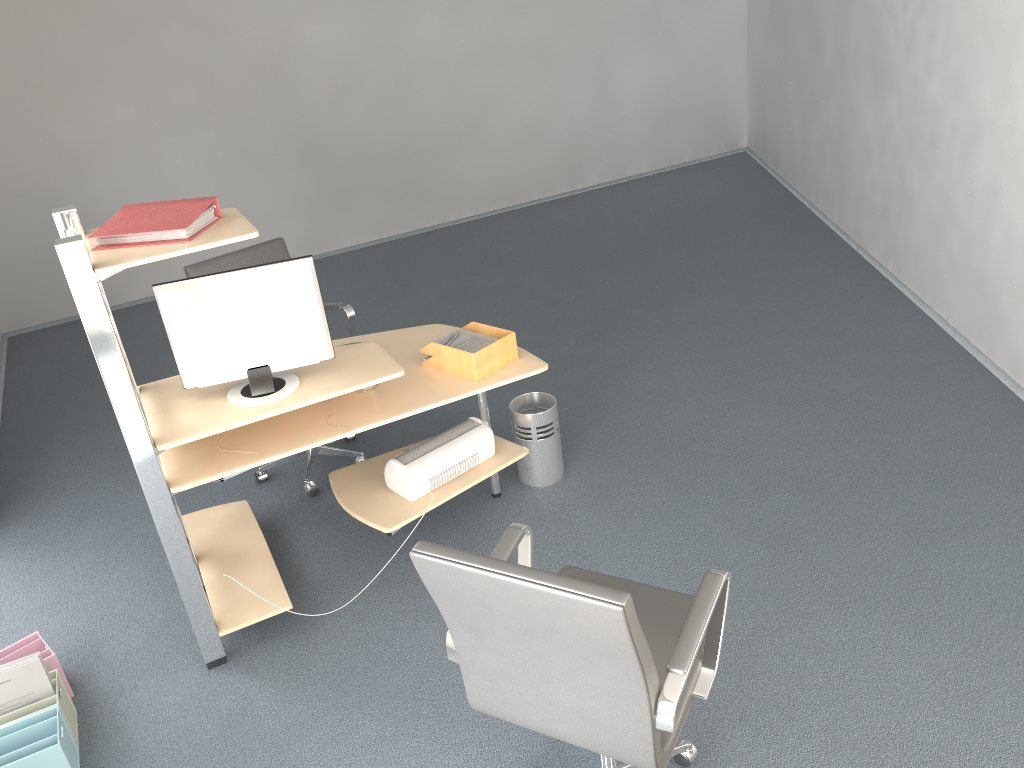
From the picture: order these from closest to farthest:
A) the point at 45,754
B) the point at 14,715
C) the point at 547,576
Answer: the point at 547,576 → the point at 45,754 → the point at 14,715

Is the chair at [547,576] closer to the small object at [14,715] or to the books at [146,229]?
the books at [146,229]

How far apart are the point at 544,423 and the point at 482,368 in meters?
0.6

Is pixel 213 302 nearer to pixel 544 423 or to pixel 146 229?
pixel 146 229

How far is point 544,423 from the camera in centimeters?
380cm

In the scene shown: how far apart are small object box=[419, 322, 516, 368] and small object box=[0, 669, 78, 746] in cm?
167

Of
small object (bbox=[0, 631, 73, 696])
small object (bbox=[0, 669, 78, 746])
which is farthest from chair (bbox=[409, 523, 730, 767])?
small object (bbox=[0, 631, 73, 696])

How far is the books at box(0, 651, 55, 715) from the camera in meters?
2.8 m

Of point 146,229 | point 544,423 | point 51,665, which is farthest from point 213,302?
point 544,423

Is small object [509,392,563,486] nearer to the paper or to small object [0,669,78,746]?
the paper
